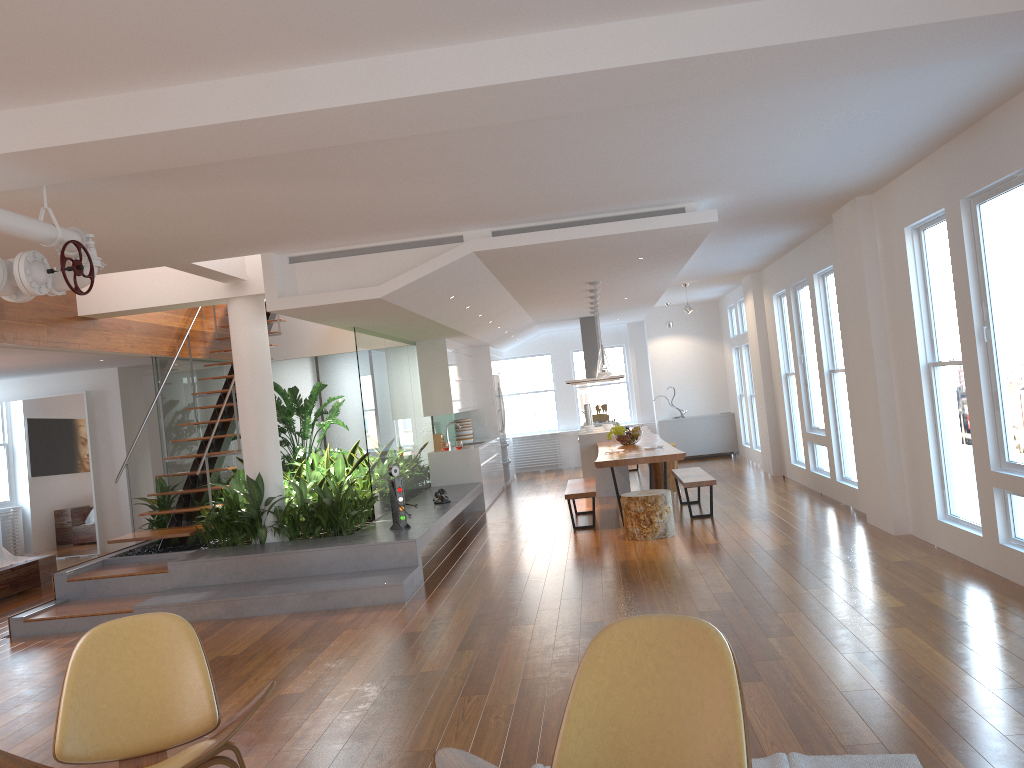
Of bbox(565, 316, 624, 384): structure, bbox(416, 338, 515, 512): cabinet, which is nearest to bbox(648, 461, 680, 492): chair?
bbox(416, 338, 515, 512): cabinet

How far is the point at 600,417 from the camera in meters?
14.3 m

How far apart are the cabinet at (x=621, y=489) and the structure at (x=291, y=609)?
1.4m

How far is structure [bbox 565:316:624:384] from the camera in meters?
13.7

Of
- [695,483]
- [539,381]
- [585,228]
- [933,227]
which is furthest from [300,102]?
[539,381]

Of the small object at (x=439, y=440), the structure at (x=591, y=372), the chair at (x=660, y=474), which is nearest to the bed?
the small object at (x=439, y=440)

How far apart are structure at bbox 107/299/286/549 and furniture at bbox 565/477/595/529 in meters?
3.5 m

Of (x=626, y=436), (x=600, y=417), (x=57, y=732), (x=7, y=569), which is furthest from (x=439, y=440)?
(x=57, y=732)

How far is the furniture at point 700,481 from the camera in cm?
880

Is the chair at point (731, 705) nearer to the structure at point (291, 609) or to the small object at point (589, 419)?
Result: the structure at point (291, 609)
